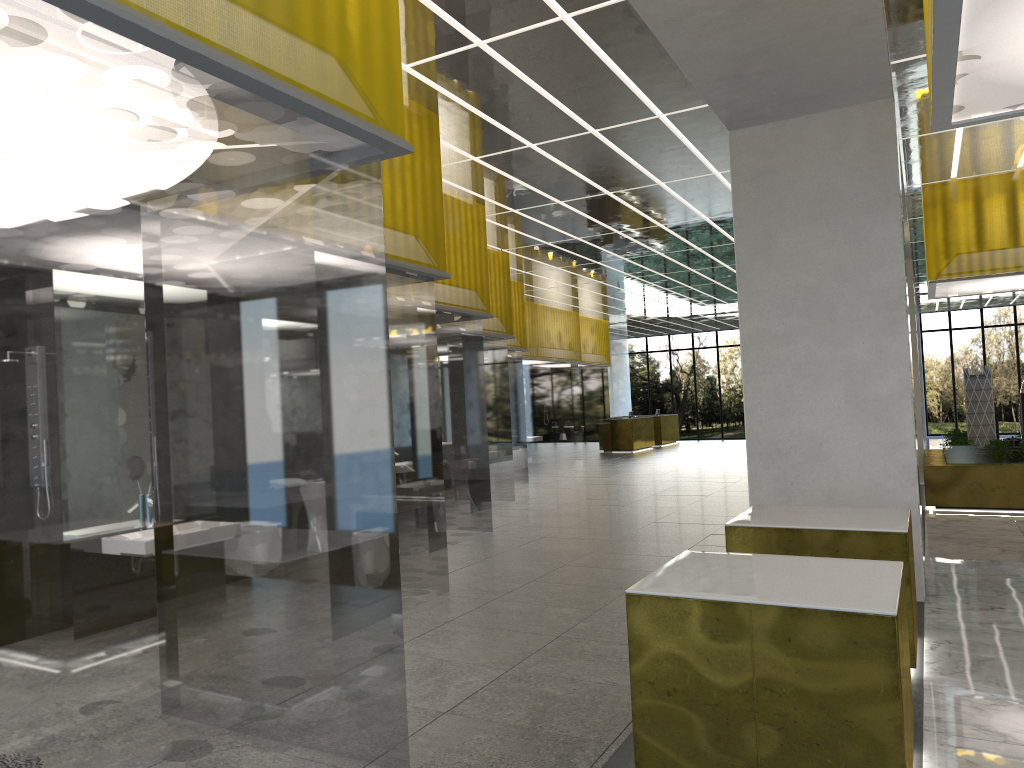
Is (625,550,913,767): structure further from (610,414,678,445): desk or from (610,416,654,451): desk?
(610,414,678,445): desk

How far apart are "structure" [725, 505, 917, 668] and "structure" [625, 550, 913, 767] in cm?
158

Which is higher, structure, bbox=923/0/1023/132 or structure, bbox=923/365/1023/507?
structure, bbox=923/0/1023/132

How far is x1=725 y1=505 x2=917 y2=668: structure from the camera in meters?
7.3

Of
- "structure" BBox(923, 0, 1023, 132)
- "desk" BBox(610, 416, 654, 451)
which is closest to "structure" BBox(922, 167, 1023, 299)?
"structure" BBox(923, 0, 1023, 132)

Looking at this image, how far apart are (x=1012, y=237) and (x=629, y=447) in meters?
25.0

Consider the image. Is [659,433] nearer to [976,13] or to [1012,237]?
[1012,237]

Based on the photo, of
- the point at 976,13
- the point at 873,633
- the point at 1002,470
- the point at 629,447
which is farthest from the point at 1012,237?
the point at 629,447

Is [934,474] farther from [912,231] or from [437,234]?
[437,234]

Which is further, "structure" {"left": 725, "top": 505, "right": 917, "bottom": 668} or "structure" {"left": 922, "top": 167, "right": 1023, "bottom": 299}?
"structure" {"left": 922, "top": 167, "right": 1023, "bottom": 299}
